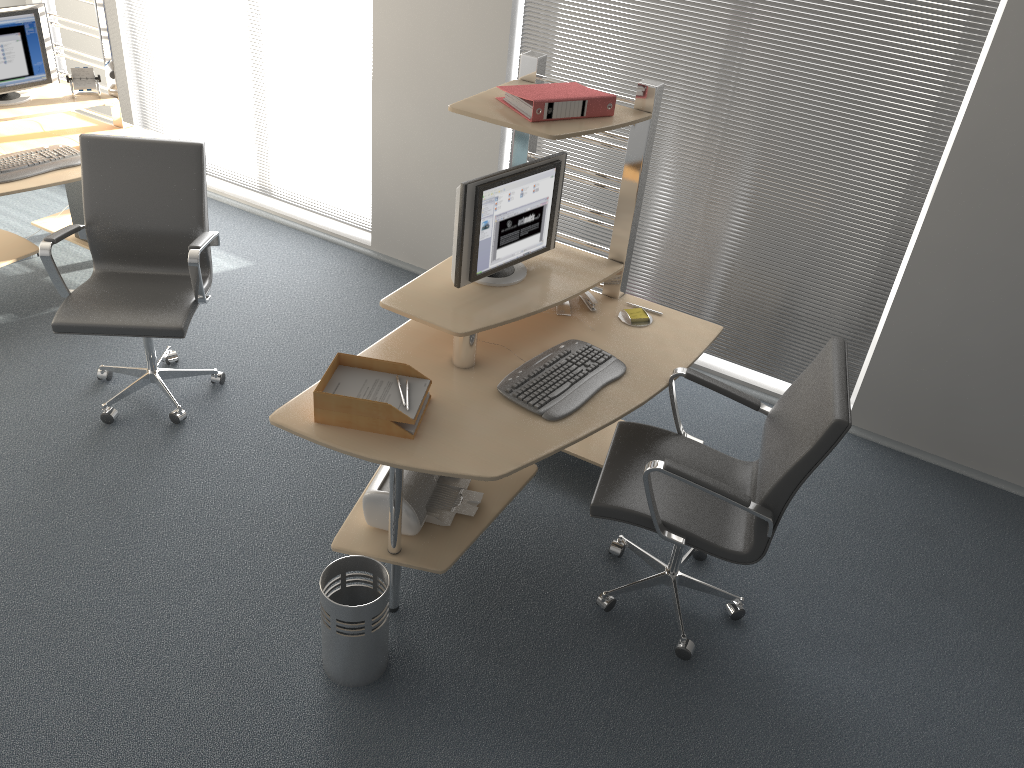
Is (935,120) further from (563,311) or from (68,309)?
(68,309)

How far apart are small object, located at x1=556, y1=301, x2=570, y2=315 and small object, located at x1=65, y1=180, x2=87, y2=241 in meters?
2.8 m

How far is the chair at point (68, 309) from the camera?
3.4m

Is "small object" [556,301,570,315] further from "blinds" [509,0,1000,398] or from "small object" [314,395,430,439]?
"blinds" [509,0,1000,398]

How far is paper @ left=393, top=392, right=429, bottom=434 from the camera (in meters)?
2.65

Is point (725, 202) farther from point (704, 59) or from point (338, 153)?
point (338, 153)

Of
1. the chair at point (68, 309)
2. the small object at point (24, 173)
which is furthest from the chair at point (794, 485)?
the small object at point (24, 173)

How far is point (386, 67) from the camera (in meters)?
4.59

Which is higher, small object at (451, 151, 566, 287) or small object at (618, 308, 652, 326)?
small object at (451, 151, 566, 287)

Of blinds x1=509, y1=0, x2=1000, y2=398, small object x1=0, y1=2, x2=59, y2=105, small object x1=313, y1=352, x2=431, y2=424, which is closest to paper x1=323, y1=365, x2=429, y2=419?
small object x1=313, y1=352, x2=431, y2=424
